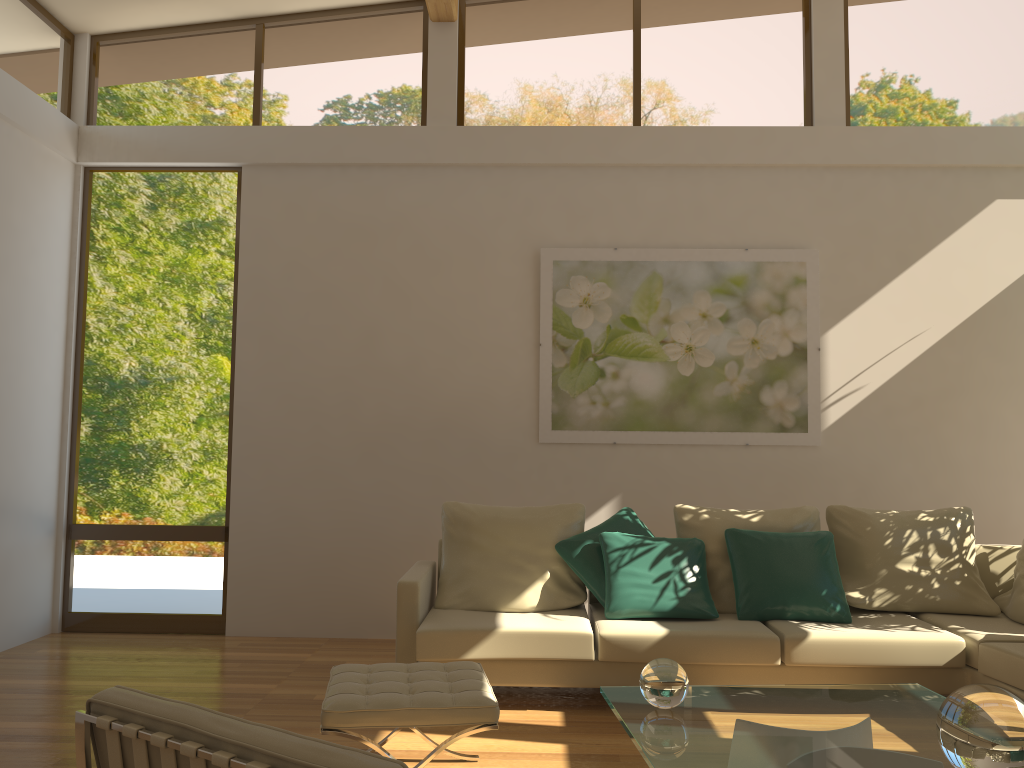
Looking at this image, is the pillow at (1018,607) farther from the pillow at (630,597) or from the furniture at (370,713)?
the furniture at (370,713)

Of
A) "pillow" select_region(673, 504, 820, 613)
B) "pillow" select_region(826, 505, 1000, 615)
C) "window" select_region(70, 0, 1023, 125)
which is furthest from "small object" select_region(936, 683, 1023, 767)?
"window" select_region(70, 0, 1023, 125)

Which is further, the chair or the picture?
the picture

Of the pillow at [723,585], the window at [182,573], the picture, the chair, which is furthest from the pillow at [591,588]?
the chair

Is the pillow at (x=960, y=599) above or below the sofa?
above

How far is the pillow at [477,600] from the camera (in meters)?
4.68

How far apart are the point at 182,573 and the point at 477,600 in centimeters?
232cm

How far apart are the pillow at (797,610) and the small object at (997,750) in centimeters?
221cm

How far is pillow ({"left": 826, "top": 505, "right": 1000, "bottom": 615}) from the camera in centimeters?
467cm

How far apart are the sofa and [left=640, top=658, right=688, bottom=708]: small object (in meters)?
1.33
